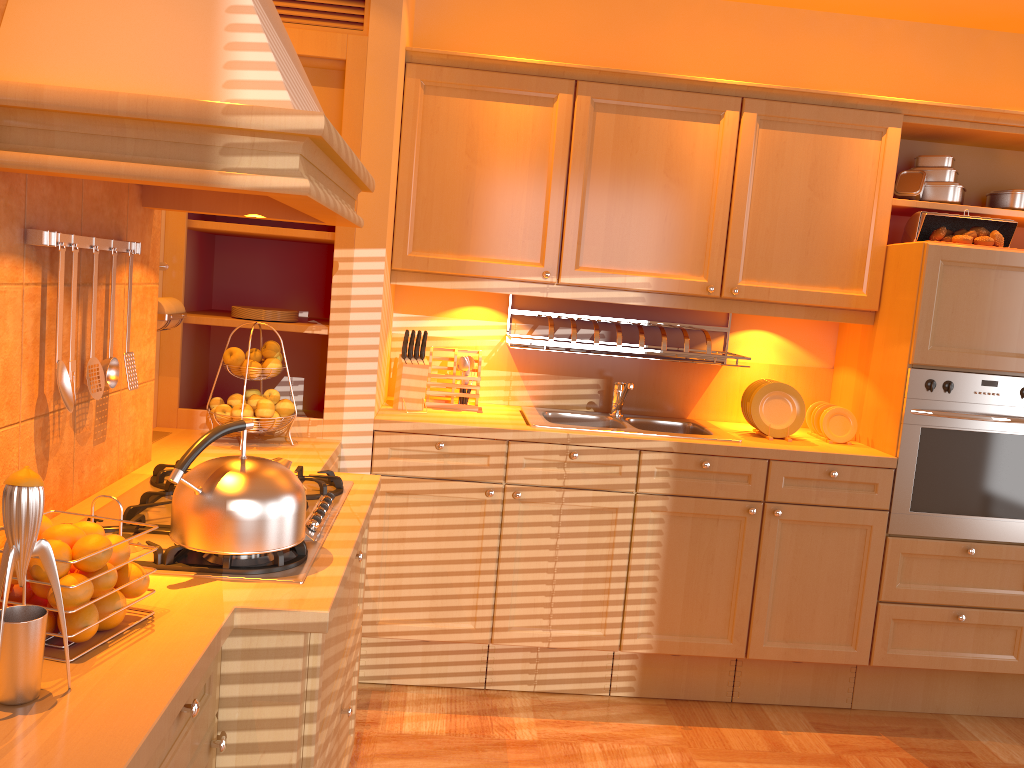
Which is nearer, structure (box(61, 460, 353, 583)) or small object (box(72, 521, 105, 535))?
small object (box(72, 521, 105, 535))

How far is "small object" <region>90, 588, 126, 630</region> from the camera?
1.27m

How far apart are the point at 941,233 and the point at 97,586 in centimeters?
298cm

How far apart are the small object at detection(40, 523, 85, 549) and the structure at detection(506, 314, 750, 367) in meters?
2.1

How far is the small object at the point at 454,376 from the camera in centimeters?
331cm

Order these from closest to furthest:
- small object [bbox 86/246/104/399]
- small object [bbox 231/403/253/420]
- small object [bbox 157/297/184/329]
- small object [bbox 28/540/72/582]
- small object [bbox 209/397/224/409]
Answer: small object [bbox 28/540/72/582]
small object [bbox 86/246/104/399]
small object [bbox 157/297/184/329]
small object [bbox 231/403/253/420]
small object [bbox 209/397/224/409]

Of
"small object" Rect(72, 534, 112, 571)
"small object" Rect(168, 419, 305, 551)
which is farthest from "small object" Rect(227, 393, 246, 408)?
"small object" Rect(72, 534, 112, 571)

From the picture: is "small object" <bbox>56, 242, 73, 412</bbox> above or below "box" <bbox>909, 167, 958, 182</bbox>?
below

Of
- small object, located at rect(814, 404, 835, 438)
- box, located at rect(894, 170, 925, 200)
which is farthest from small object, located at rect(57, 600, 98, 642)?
box, located at rect(894, 170, 925, 200)

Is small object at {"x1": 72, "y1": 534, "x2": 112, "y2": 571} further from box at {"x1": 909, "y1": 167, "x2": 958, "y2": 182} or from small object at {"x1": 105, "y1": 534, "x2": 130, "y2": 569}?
box at {"x1": 909, "y1": 167, "x2": 958, "y2": 182}
